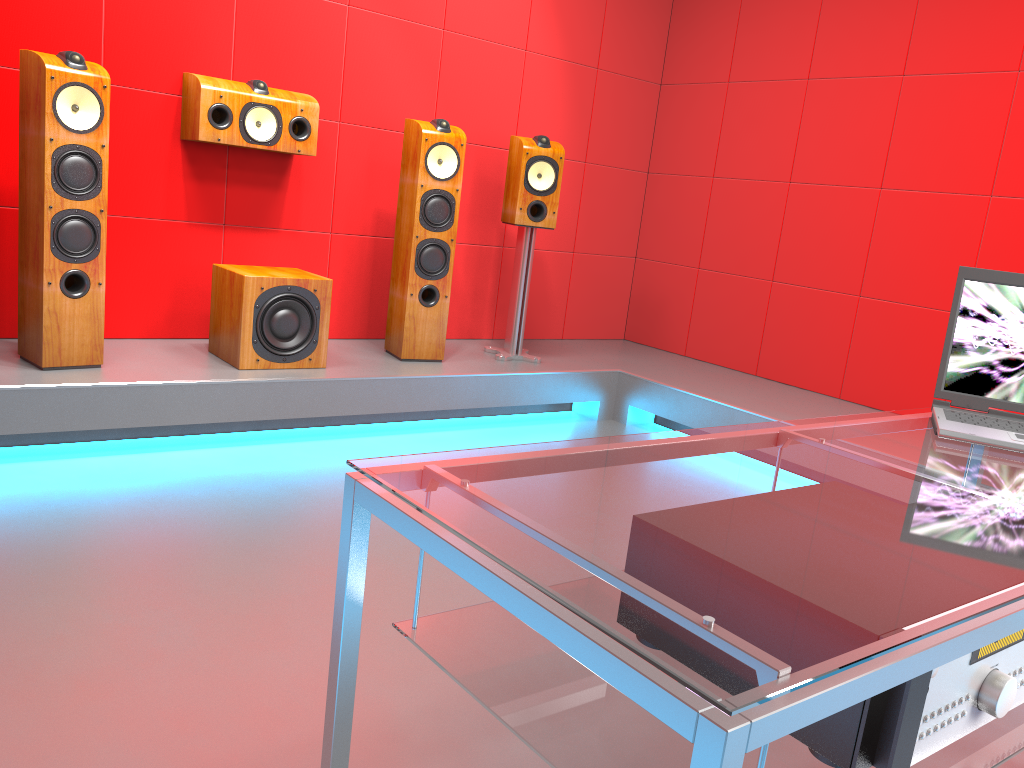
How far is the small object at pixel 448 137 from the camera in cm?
377

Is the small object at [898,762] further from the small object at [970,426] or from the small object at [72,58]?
the small object at [72,58]

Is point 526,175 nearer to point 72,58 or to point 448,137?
point 448,137

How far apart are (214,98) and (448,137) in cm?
95

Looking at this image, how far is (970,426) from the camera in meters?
1.5

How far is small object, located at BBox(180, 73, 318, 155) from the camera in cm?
345

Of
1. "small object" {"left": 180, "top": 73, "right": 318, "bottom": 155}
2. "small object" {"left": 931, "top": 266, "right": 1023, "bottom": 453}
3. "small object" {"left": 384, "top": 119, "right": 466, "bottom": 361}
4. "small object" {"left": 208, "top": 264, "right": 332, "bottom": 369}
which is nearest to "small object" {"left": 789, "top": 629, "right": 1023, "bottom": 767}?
"small object" {"left": 931, "top": 266, "right": 1023, "bottom": 453}

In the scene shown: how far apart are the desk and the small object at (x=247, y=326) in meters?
2.4 m

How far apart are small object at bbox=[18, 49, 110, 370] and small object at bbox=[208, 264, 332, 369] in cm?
47

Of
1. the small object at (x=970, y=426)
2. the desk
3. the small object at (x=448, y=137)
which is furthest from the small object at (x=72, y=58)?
the small object at (x=970, y=426)
